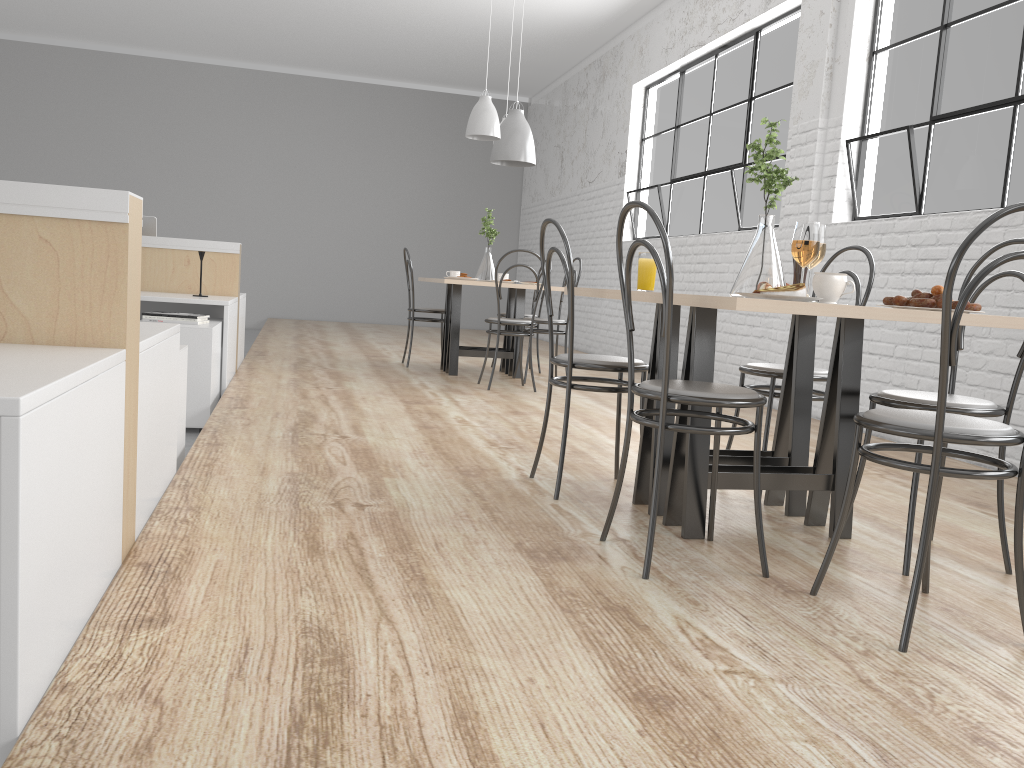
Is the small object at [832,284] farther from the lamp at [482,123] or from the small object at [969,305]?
the lamp at [482,123]

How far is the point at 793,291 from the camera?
1.6 meters

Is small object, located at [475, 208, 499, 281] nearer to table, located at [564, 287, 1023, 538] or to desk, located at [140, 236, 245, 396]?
desk, located at [140, 236, 245, 396]

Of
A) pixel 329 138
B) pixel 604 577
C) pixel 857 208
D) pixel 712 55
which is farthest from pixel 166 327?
pixel 329 138

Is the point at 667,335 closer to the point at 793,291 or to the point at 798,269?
the point at 793,291

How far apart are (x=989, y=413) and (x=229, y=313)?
2.99m

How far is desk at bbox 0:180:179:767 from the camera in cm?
96

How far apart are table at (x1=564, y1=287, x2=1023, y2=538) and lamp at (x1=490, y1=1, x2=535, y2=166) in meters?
2.8 m

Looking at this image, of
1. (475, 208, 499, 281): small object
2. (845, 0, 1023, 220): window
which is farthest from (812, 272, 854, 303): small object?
(475, 208, 499, 281): small object

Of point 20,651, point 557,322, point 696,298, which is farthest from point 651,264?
point 557,322
